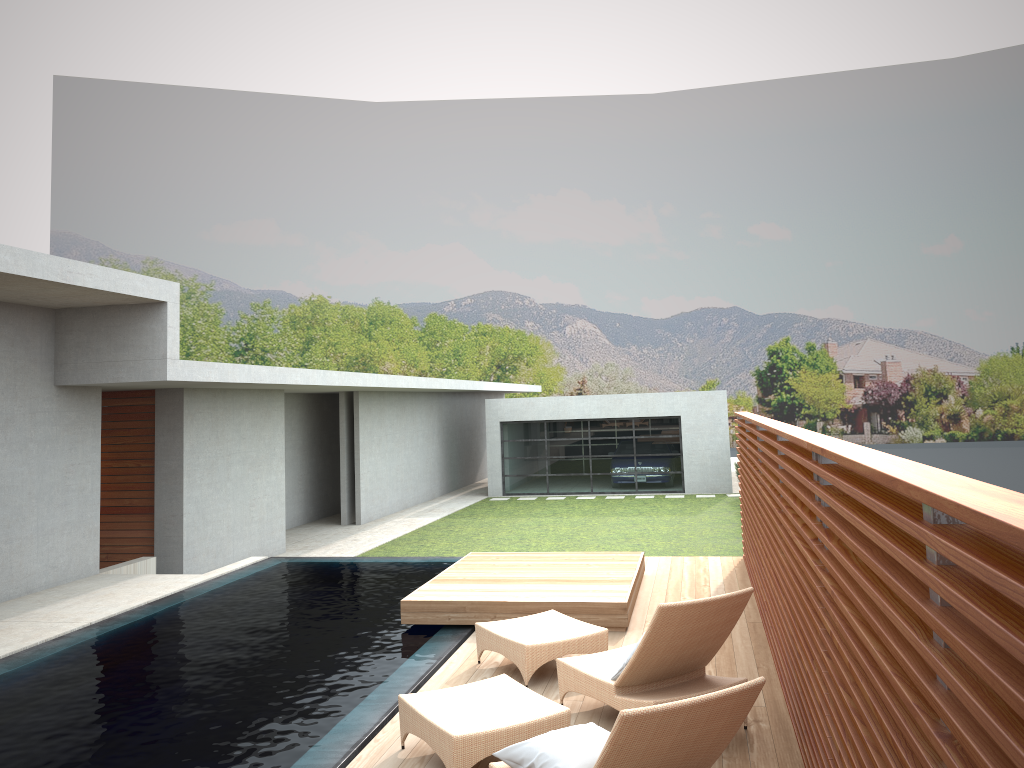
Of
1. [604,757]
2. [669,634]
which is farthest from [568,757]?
[669,634]

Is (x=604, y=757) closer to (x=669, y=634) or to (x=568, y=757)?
(x=568, y=757)

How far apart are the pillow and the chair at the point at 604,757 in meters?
0.4

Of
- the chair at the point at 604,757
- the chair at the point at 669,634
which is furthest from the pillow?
the chair at the point at 669,634

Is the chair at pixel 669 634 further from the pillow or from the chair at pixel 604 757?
the pillow

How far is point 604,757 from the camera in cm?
339

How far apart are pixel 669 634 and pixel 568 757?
1.4 meters

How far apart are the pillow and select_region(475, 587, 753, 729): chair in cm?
85

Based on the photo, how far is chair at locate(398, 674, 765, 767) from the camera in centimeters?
339cm

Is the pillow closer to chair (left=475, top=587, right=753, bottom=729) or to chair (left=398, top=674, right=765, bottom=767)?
chair (left=398, top=674, right=765, bottom=767)
